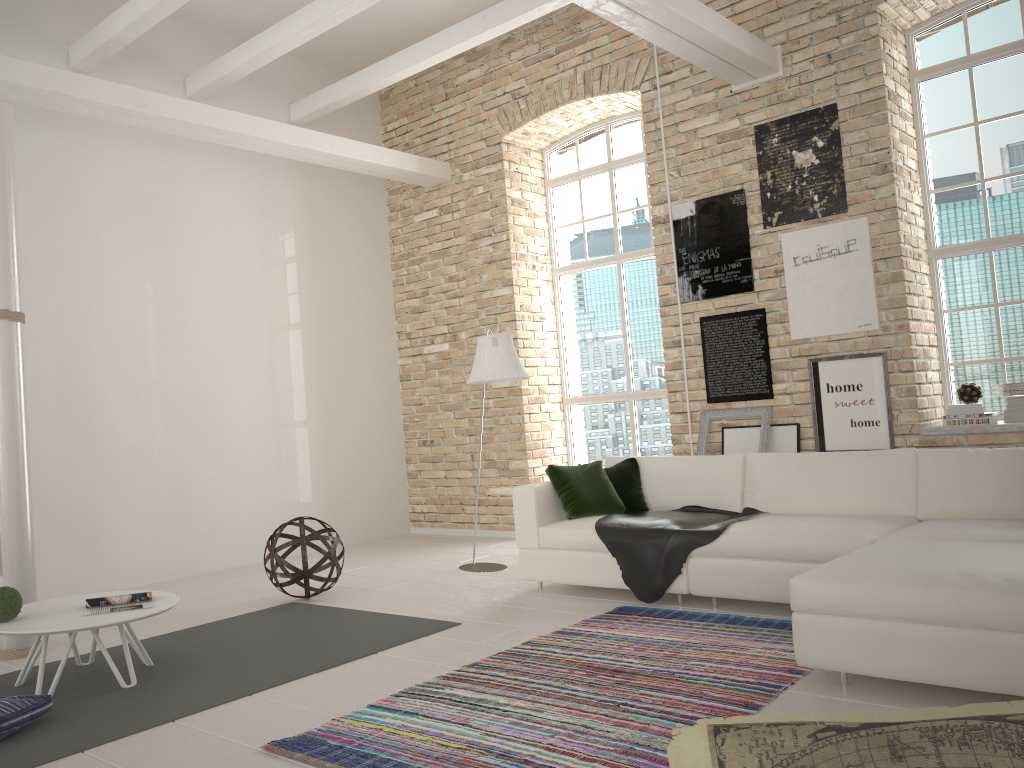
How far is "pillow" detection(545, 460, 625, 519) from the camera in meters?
5.5 m

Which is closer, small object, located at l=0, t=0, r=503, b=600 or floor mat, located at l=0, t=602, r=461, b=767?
floor mat, located at l=0, t=602, r=461, b=767

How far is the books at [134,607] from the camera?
4.1 meters

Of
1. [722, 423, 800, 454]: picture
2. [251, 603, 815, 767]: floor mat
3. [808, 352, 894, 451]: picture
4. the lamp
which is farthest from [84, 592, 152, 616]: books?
[808, 352, 894, 451]: picture

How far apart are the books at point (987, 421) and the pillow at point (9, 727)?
5.56m

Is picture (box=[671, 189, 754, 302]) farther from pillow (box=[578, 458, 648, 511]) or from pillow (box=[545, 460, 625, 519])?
pillow (box=[545, 460, 625, 519])

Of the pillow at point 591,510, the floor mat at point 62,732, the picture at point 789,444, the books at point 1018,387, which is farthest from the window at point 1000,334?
the floor mat at point 62,732

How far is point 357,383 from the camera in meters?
8.8

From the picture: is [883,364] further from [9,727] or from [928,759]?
[9,727]

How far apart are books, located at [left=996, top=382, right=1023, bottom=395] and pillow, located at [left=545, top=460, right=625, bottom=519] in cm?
267
